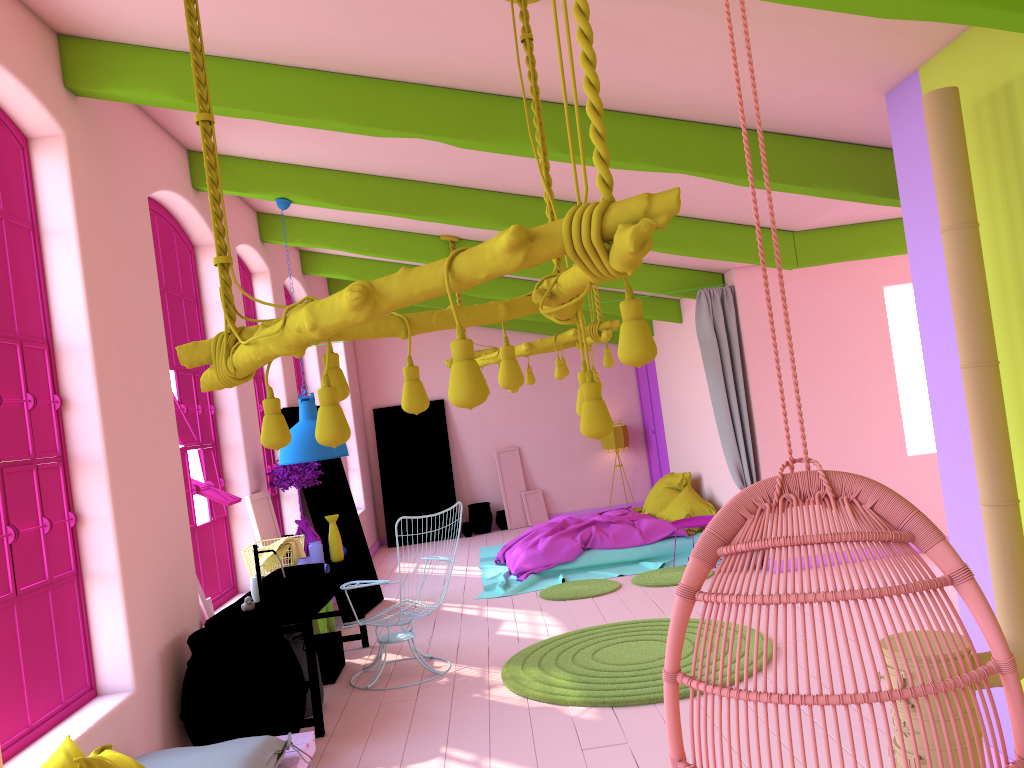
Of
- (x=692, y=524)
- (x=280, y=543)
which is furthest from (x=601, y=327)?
(x=280, y=543)

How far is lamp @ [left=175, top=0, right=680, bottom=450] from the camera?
2.08m

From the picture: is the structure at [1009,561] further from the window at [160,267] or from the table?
the window at [160,267]

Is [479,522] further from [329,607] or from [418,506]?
[329,607]

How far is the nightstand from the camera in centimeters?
931cm

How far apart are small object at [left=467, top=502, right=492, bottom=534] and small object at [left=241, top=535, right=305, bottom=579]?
7.4 meters

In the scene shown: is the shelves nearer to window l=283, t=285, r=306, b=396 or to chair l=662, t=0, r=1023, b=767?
chair l=662, t=0, r=1023, b=767

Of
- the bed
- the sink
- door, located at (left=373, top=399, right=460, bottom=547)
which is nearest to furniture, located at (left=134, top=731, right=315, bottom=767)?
the sink

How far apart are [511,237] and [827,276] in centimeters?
715cm

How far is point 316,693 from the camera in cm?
556
